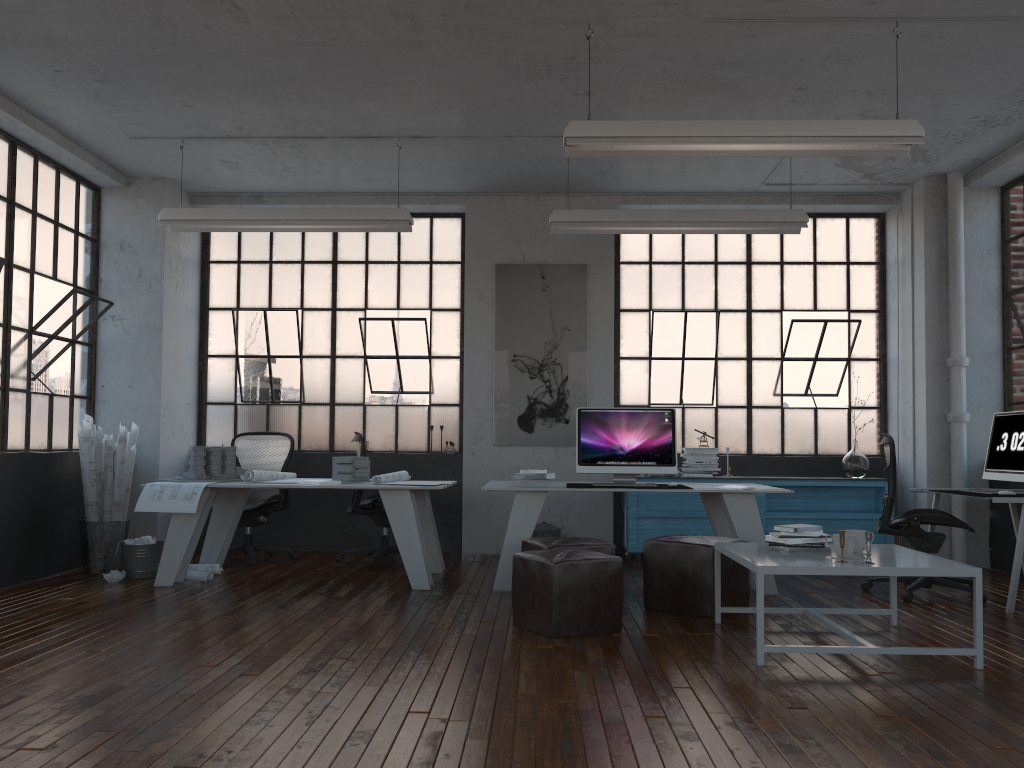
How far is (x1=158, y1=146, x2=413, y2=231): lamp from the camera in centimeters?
653cm

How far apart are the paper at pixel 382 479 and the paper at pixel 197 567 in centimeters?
75cm

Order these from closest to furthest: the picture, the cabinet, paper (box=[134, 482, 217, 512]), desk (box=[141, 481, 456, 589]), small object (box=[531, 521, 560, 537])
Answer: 1. paper (box=[134, 482, 217, 512])
2. desk (box=[141, 481, 456, 589])
3. the cabinet
4. small object (box=[531, 521, 560, 537])
5. the picture

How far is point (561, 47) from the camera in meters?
5.1 m

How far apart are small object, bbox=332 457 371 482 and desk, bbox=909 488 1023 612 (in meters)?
4.18

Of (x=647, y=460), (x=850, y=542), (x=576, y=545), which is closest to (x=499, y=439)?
(x=647, y=460)

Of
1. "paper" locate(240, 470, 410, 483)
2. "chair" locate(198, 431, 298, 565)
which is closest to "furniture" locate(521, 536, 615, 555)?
"paper" locate(240, 470, 410, 483)

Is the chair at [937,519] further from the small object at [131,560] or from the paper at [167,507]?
the small object at [131,560]

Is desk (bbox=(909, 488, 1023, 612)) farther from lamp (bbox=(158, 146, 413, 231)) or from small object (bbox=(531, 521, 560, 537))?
lamp (bbox=(158, 146, 413, 231))

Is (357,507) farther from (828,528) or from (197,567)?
(828,528)
